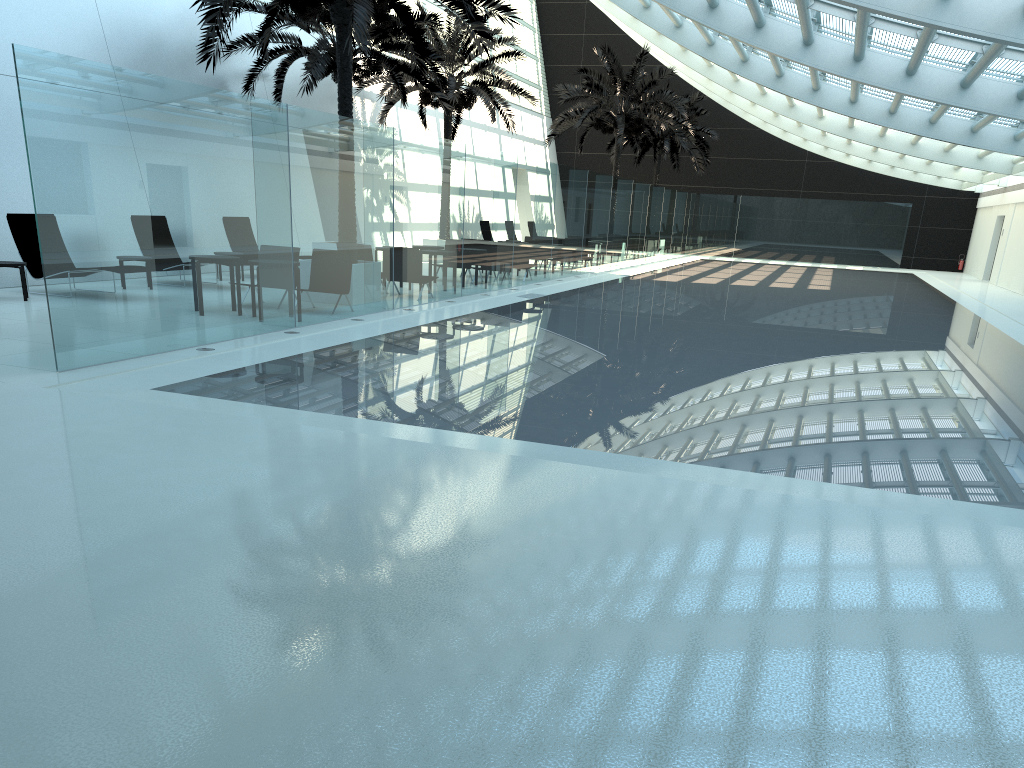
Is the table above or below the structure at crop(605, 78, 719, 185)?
below

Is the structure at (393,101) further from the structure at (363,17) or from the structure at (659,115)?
the structure at (363,17)

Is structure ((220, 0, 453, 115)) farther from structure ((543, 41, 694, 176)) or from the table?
structure ((543, 41, 694, 176))

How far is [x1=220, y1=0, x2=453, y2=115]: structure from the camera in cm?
1903

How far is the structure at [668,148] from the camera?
37.88m

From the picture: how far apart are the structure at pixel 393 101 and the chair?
12.1m

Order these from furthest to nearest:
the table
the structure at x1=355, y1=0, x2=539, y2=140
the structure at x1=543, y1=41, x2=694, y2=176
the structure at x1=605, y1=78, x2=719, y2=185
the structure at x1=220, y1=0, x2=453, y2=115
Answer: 1. the structure at x1=605, y1=78, x2=719, y2=185
2. the structure at x1=543, y1=41, x2=694, y2=176
3. the structure at x1=355, y1=0, x2=539, y2=140
4. the structure at x1=220, y1=0, x2=453, y2=115
5. the table

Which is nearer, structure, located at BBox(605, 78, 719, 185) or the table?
the table

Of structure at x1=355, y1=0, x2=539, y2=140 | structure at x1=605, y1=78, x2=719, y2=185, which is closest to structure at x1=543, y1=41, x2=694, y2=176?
structure at x1=355, y1=0, x2=539, y2=140

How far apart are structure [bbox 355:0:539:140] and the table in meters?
13.4 m
